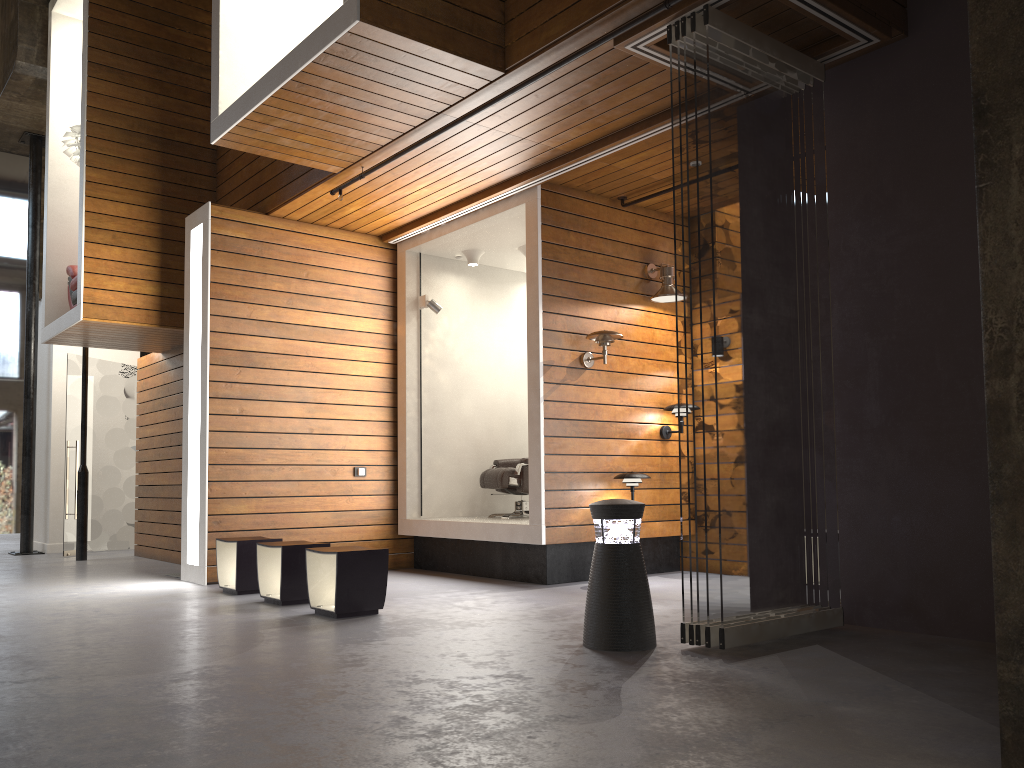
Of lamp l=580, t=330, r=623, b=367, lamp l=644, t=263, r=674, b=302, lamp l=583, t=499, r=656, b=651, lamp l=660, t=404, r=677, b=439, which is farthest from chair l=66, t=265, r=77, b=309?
lamp l=583, t=499, r=656, b=651

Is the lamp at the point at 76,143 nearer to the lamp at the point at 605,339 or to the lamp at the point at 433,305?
the lamp at the point at 433,305

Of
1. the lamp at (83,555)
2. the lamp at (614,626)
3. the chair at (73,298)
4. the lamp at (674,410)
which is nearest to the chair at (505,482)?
the lamp at (674,410)

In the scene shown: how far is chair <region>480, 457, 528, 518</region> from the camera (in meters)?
7.76

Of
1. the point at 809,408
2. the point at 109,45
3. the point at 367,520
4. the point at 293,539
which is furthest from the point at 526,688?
the point at 109,45

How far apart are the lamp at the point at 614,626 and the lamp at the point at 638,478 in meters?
2.5

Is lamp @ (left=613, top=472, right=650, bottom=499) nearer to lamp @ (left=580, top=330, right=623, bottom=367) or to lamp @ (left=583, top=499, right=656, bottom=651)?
lamp @ (left=580, top=330, right=623, bottom=367)

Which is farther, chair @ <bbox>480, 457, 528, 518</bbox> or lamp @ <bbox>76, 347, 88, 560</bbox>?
lamp @ <bbox>76, 347, 88, 560</bbox>

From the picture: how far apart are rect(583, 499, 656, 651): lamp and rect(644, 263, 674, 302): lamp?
3.3 meters

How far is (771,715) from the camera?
2.88m
